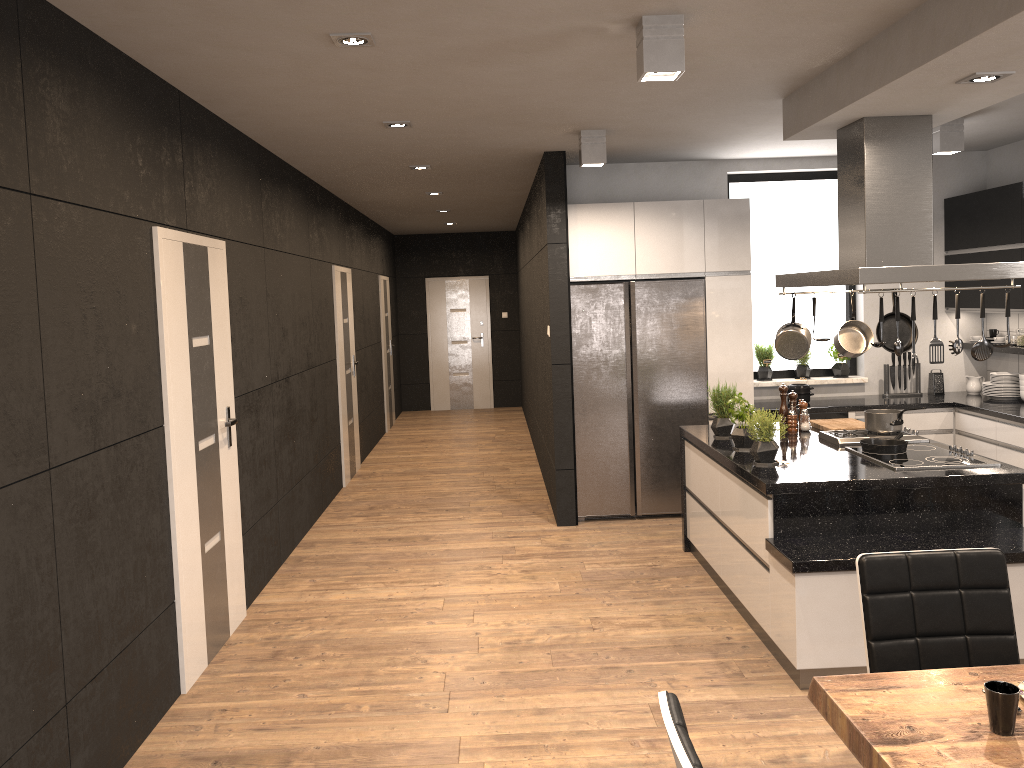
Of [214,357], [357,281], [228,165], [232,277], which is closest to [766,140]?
[228,165]

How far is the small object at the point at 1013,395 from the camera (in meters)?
6.59

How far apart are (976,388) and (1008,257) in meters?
1.2

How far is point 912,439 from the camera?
4.86m

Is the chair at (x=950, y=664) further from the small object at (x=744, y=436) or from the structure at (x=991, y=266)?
the small object at (x=744, y=436)

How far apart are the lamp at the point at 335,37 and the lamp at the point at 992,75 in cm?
238

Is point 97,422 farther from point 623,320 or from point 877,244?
point 623,320

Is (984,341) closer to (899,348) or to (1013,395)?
Result: (899,348)

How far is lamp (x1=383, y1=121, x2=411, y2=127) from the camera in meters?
5.1

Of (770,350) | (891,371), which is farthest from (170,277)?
(891,371)
